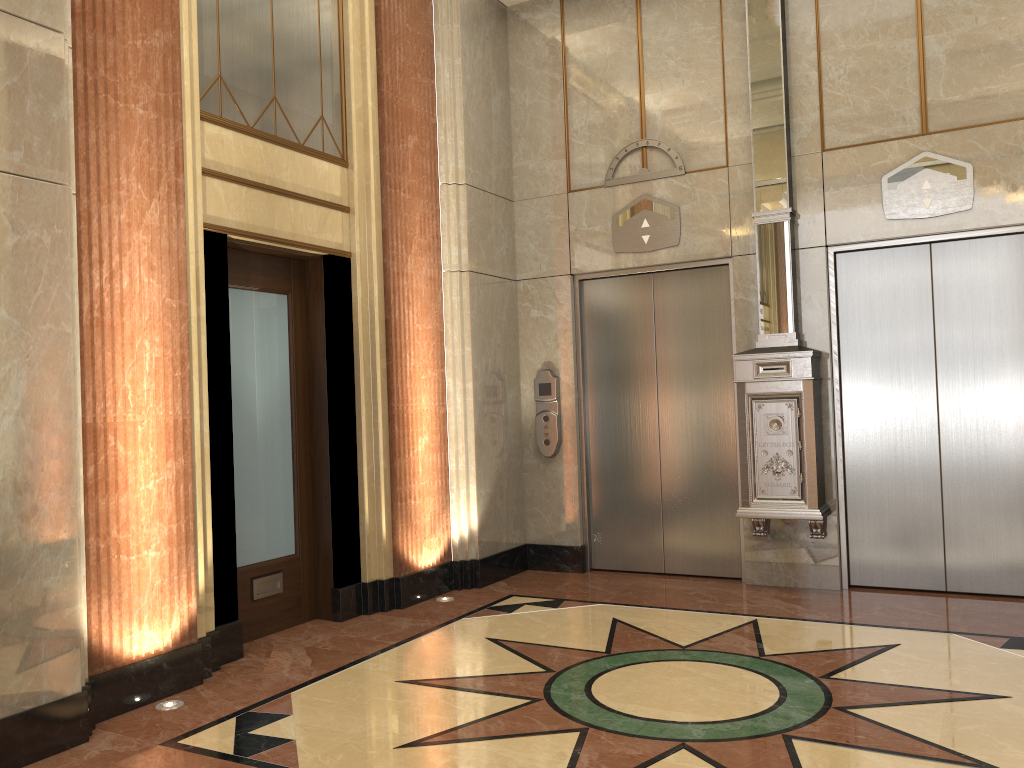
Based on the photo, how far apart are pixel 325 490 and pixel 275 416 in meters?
0.5 m

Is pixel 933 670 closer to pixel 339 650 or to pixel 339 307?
pixel 339 650

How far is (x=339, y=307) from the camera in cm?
539
